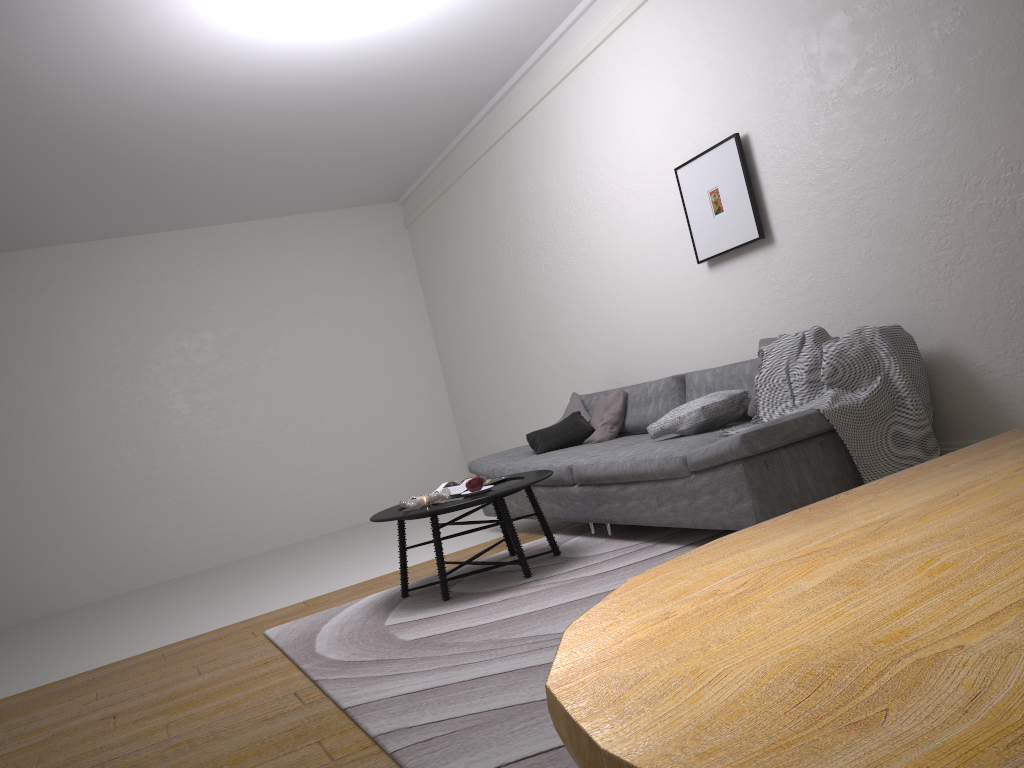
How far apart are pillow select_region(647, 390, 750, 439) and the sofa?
0.0m

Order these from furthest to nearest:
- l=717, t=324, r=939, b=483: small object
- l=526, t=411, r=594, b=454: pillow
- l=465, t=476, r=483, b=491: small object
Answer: l=526, t=411, r=594, b=454: pillow, l=465, t=476, r=483, b=491: small object, l=717, t=324, r=939, b=483: small object

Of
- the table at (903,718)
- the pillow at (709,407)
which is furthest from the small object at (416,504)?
the table at (903,718)

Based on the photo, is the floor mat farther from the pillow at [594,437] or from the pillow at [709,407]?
the pillow at [594,437]

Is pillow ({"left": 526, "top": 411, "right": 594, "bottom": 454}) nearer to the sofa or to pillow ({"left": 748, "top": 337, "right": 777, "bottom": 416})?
the sofa

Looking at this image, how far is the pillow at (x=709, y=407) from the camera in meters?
4.2

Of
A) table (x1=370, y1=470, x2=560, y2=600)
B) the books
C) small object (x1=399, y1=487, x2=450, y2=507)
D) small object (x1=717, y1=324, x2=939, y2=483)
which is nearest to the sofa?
small object (x1=717, y1=324, x2=939, y2=483)

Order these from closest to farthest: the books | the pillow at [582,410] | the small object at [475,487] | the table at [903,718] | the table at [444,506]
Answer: the table at [903,718] < the table at [444,506] < the small object at [475,487] < the books < the pillow at [582,410]

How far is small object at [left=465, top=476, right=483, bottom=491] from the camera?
4.3 meters

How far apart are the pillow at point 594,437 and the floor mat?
0.6m
